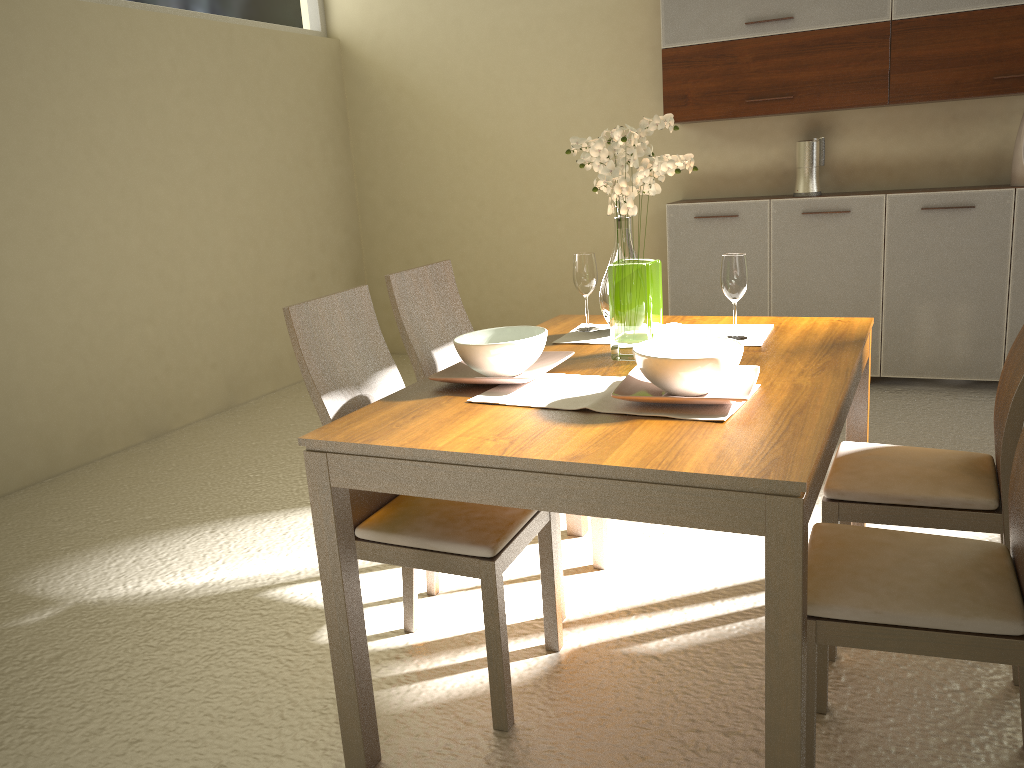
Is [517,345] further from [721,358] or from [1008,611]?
[1008,611]

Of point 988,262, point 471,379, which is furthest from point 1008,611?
point 988,262

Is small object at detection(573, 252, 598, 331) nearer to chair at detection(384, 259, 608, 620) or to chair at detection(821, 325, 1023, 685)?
chair at detection(384, 259, 608, 620)

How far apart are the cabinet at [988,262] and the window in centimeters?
279cm

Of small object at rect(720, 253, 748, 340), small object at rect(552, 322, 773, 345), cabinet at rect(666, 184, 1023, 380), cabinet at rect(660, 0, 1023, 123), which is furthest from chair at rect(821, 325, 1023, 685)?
cabinet at rect(660, 0, 1023, 123)

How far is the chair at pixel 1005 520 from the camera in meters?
2.1 m

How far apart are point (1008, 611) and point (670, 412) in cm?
70

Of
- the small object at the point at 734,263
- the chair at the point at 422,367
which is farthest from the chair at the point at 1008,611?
the chair at the point at 422,367

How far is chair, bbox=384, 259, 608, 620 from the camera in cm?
260

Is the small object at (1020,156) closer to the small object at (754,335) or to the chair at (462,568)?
the small object at (754,335)
